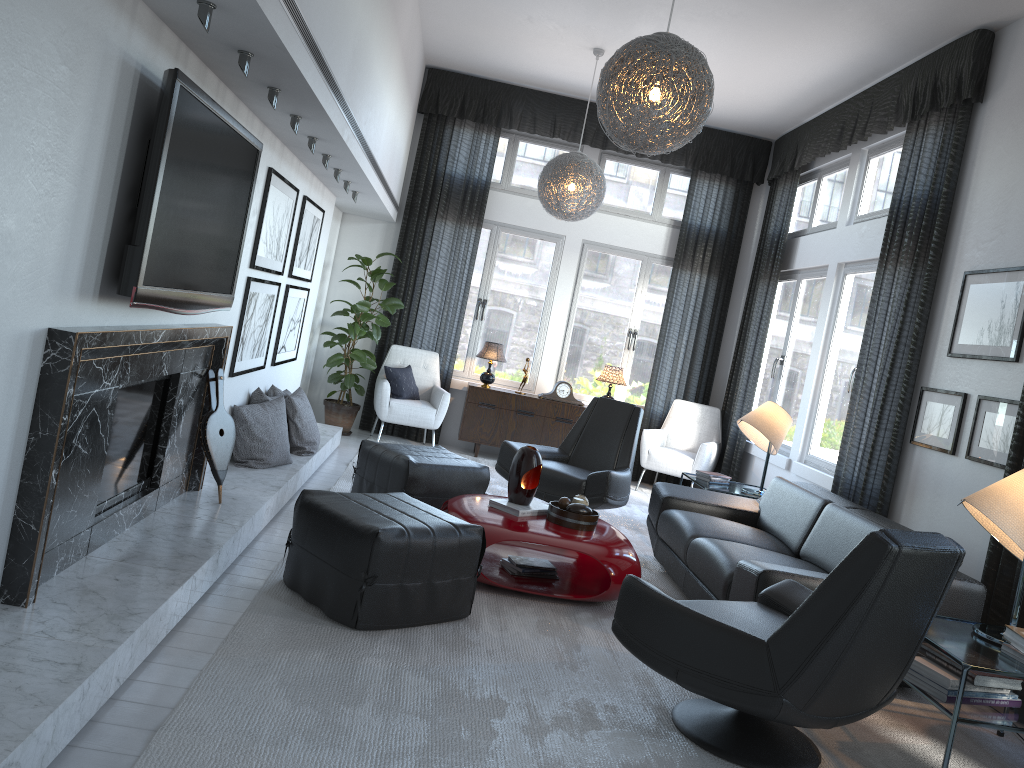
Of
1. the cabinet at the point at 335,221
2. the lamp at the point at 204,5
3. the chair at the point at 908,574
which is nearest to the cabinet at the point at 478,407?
the cabinet at the point at 335,221

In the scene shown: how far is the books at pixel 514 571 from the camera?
4.2m

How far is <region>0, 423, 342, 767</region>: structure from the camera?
1.98m

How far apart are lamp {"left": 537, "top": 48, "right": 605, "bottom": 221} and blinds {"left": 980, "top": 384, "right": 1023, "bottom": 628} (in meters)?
3.31

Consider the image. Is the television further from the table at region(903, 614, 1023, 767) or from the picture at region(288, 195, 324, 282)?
the table at region(903, 614, 1023, 767)

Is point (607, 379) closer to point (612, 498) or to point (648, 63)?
point (612, 498)

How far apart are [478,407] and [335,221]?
2.03m

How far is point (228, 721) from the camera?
2.4m

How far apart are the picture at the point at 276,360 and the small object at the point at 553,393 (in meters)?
2.43

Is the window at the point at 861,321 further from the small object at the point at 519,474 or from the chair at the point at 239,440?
the chair at the point at 239,440
